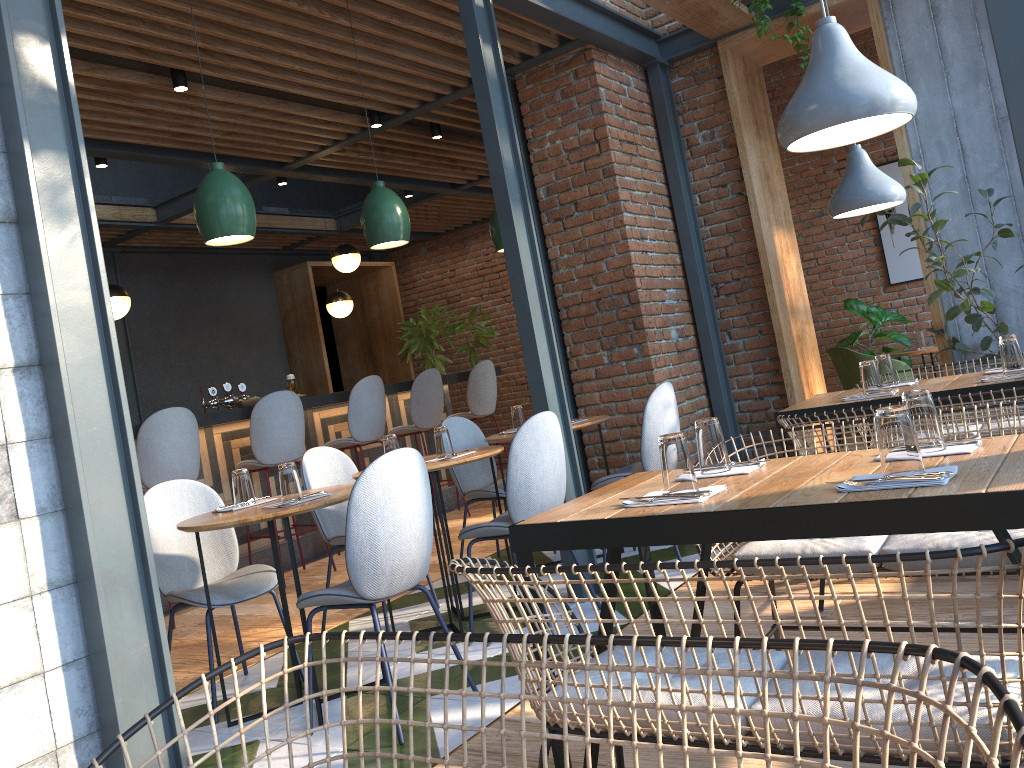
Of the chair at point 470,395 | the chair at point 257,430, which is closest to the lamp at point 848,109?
the chair at point 257,430

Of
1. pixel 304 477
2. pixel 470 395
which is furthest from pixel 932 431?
pixel 470 395

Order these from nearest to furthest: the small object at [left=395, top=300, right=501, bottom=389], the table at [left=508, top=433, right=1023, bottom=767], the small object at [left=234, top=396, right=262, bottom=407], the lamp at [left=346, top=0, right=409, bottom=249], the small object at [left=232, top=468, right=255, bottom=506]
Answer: the table at [left=508, top=433, right=1023, bottom=767]
the small object at [left=232, top=468, right=255, bottom=506]
the lamp at [left=346, top=0, right=409, bottom=249]
the small object at [left=234, top=396, right=262, bottom=407]
the small object at [left=395, top=300, right=501, bottom=389]

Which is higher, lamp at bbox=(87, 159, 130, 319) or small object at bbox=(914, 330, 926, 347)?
lamp at bbox=(87, 159, 130, 319)

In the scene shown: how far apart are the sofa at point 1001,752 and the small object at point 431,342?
7.8 meters

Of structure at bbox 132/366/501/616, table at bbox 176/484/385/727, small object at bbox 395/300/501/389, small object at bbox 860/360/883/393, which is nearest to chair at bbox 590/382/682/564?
small object at bbox 860/360/883/393

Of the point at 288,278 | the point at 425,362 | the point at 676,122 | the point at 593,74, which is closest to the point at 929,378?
the point at 676,122

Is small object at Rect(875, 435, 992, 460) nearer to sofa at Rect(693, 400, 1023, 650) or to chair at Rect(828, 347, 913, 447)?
sofa at Rect(693, 400, 1023, 650)

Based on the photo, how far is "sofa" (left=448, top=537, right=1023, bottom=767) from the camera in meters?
1.2 m

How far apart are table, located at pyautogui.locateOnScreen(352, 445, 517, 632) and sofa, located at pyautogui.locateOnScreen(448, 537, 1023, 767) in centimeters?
178cm
